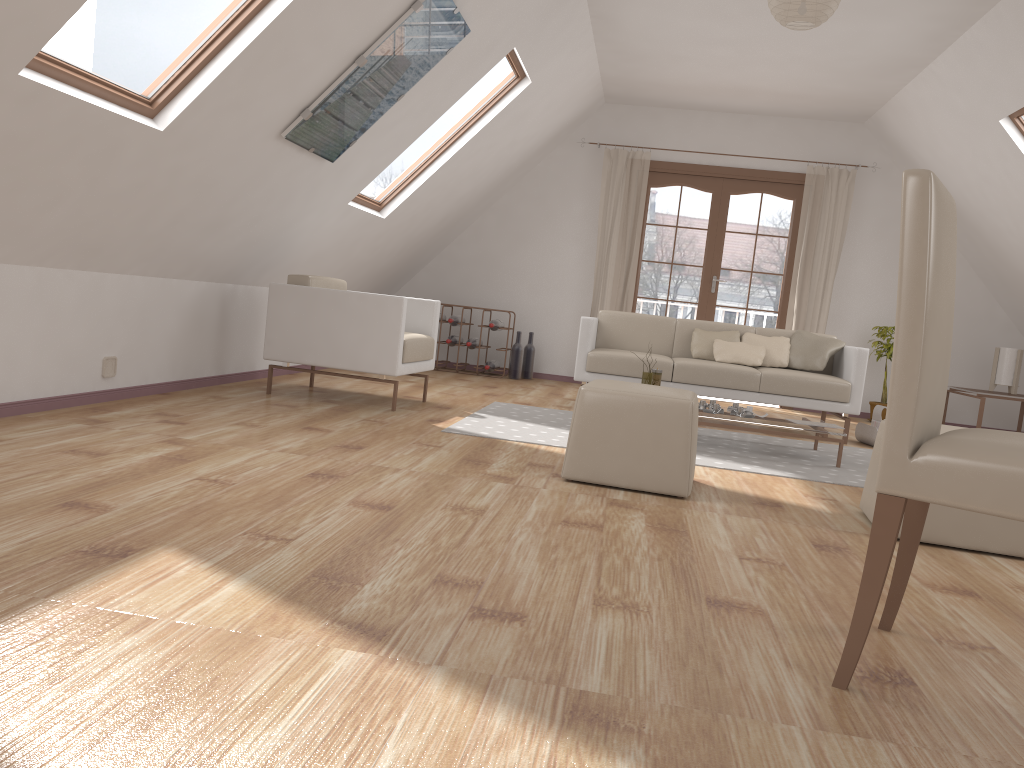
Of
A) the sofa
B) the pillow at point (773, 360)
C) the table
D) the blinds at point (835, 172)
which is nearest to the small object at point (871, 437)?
the sofa

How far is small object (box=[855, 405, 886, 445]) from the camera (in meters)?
5.81

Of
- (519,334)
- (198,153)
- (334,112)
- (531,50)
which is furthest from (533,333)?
(198,153)

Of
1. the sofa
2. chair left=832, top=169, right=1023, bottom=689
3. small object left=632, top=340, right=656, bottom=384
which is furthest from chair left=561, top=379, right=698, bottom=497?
the sofa

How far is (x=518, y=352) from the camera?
8.0m

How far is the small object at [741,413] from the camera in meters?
4.9

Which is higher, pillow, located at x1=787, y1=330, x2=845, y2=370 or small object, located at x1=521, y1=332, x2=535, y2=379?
pillow, located at x1=787, y1=330, x2=845, y2=370

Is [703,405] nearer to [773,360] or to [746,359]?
[746,359]

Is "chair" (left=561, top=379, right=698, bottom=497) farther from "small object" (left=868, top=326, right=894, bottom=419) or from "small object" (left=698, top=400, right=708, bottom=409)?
"small object" (left=868, top=326, right=894, bottom=419)

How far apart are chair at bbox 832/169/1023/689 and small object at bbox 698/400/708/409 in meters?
3.0 m
